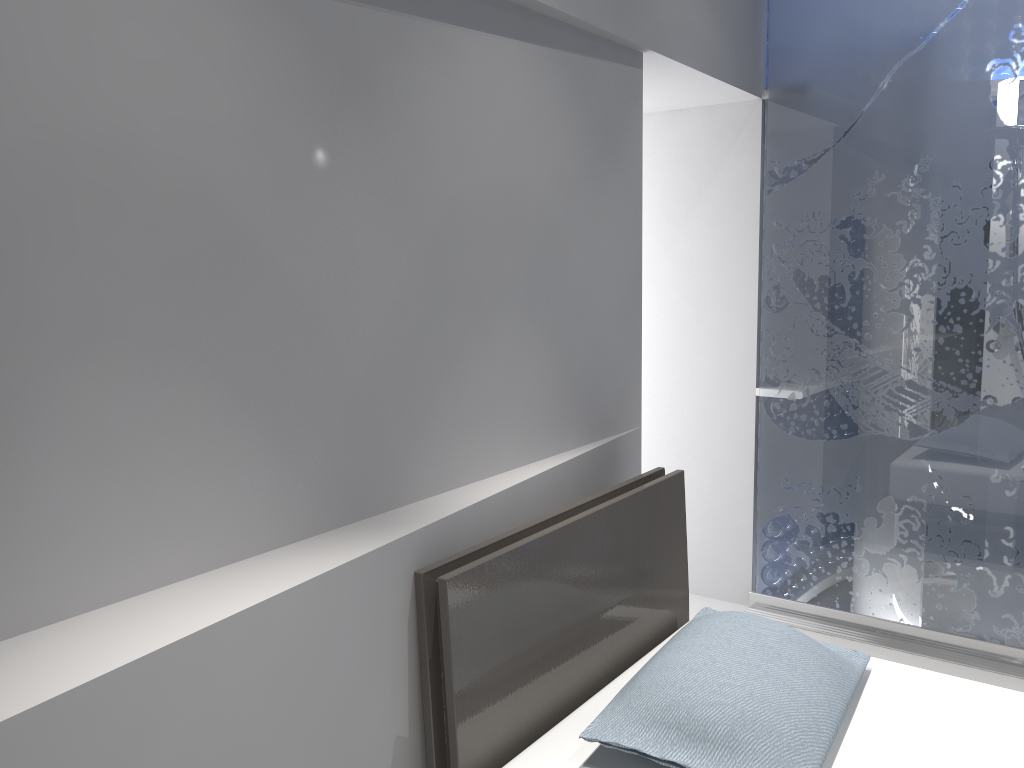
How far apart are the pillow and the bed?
0.0 meters

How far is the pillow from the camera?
1.6m

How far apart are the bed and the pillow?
0.0 meters

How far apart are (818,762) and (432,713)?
0.7m

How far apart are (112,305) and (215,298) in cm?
18

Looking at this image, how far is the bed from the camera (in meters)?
1.71

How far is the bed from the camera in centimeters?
171cm

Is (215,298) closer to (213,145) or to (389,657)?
(213,145)

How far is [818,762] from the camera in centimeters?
165cm
